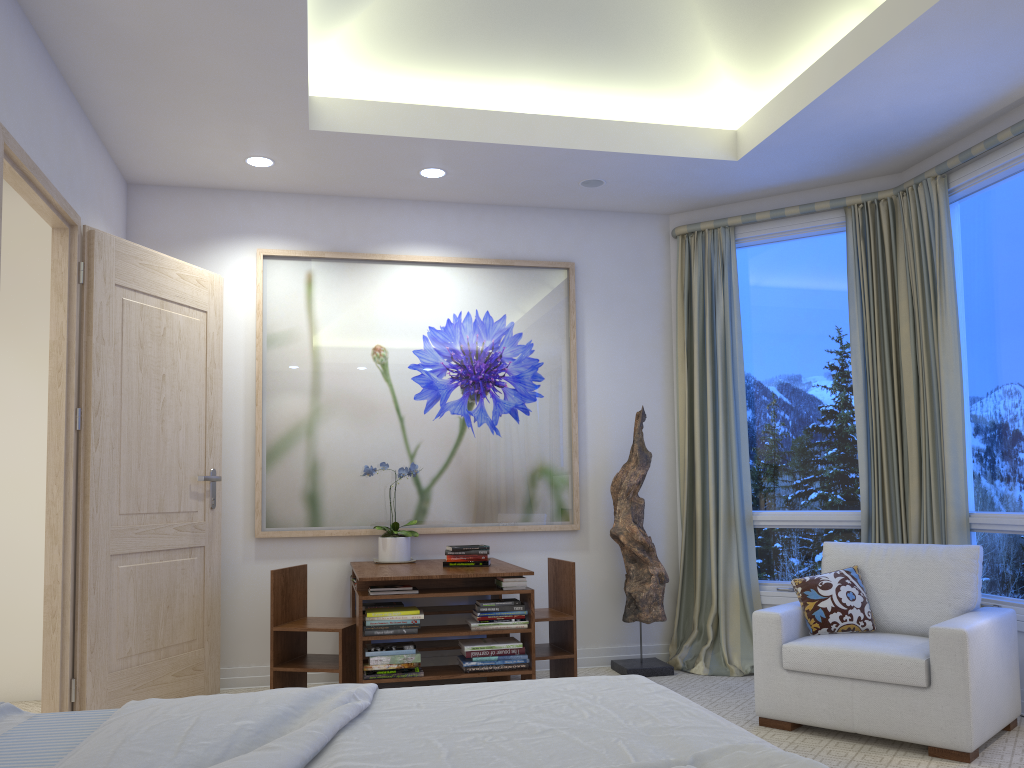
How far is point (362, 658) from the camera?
3.6m

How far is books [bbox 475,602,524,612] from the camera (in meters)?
3.75

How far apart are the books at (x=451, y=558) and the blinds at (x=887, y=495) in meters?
2.0

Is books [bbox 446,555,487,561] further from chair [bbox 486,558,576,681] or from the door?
the door

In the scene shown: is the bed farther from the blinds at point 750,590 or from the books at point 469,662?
the blinds at point 750,590

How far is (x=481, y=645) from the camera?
3.68m

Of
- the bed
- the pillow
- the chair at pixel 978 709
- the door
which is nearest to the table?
the door

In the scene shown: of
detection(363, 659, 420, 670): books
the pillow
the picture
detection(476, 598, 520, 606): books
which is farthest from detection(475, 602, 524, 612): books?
the pillow

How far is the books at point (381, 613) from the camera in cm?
361

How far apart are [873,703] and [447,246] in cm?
298
